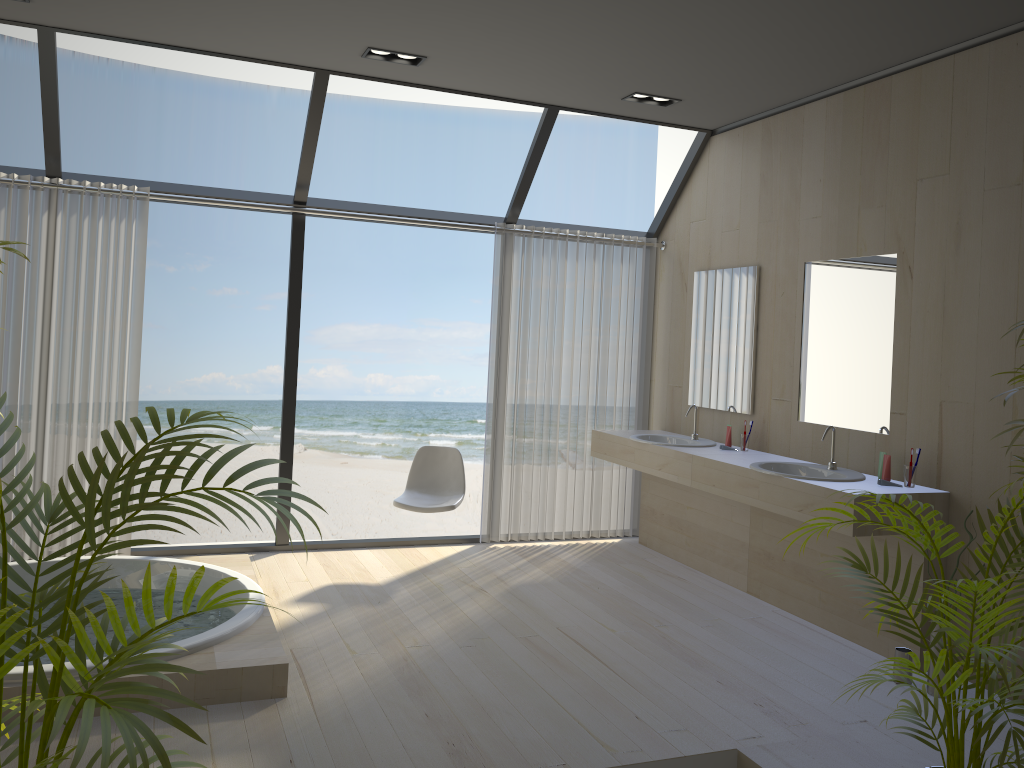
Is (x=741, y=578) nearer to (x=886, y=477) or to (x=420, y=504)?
(x=886, y=477)

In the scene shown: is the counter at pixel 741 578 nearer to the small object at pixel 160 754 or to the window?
the window

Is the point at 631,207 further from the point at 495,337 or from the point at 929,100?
the point at 929,100

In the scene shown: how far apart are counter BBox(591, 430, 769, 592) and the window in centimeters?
97cm

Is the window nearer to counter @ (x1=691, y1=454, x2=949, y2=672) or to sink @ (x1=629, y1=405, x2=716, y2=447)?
sink @ (x1=629, y1=405, x2=716, y2=447)

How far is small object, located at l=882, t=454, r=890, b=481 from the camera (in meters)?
4.03

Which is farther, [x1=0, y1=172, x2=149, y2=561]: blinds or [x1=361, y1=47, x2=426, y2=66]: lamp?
[x1=0, y1=172, x2=149, y2=561]: blinds

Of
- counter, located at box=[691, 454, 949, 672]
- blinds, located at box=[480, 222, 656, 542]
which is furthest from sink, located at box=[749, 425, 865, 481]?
blinds, located at box=[480, 222, 656, 542]

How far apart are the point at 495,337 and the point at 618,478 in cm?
133

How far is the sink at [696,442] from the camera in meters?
5.4 m
